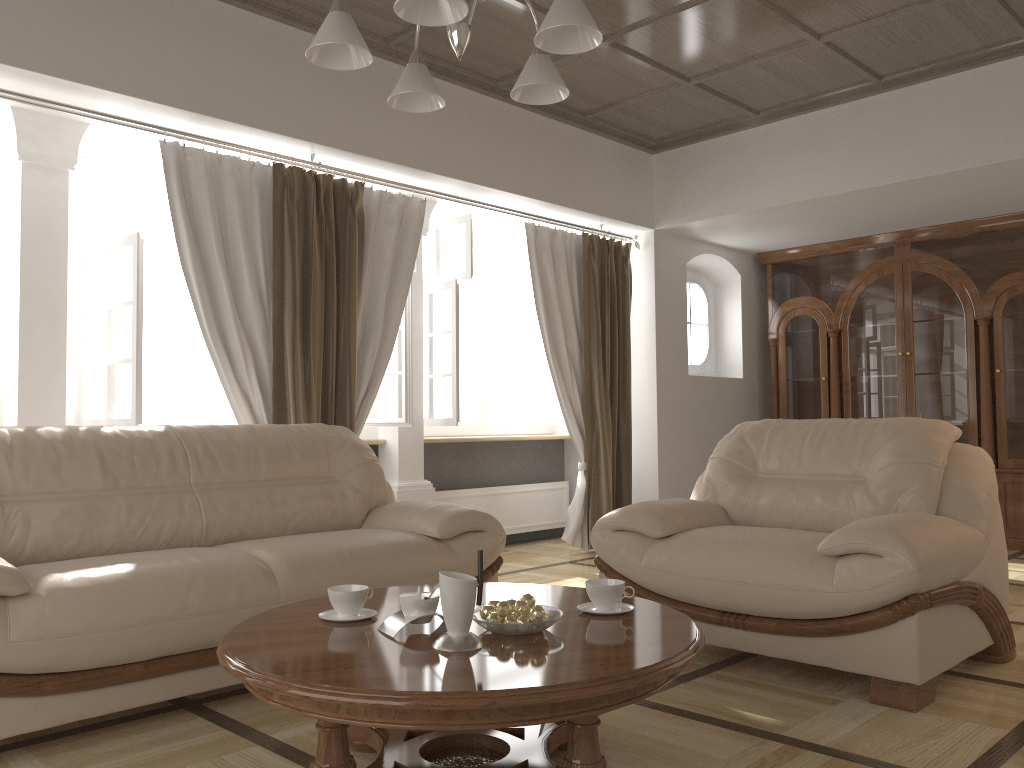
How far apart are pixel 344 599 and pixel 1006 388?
5.5 meters

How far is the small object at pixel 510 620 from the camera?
2.07m

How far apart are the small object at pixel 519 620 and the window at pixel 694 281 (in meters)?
5.35

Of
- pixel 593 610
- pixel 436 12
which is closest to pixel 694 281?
pixel 593 610

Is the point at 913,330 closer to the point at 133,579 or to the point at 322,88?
the point at 322,88

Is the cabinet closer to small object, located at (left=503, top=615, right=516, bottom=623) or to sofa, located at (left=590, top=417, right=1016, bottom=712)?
sofa, located at (left=590, top=417, right=1016, bottom=712)

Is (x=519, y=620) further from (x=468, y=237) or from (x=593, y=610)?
(x=468, y=237)

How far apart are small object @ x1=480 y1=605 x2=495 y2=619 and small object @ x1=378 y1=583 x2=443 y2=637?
0.1m

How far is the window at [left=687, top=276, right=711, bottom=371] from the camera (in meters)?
7.25

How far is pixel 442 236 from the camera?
6.4m
